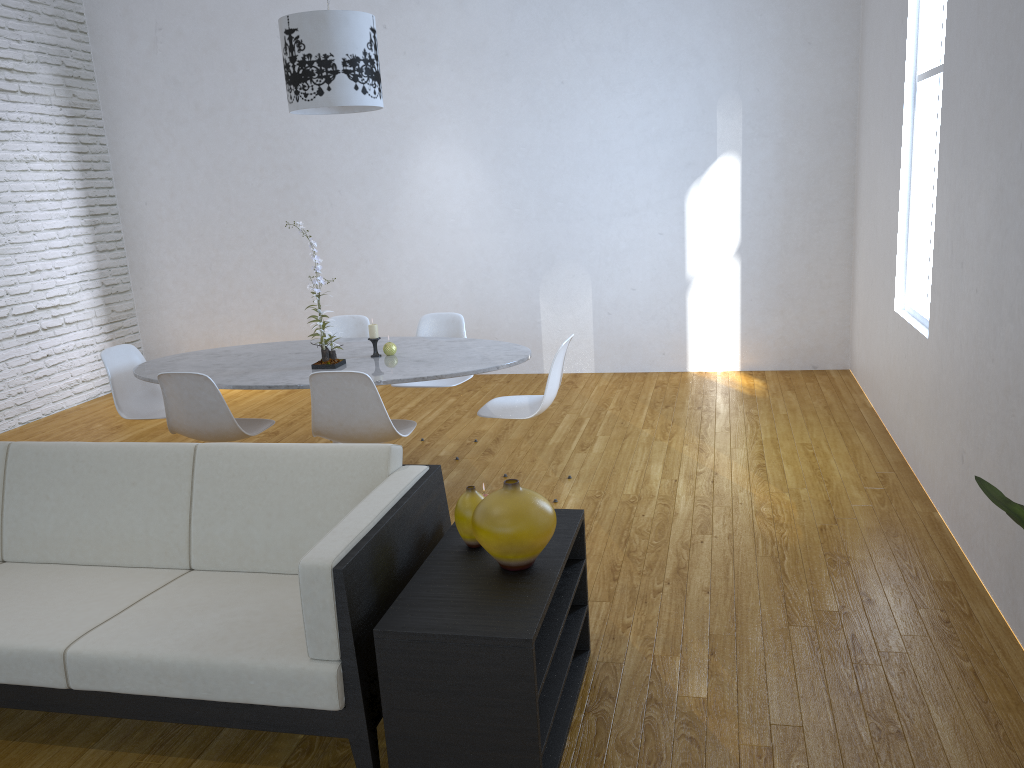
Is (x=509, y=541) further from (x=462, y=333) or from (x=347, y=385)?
(x=462, y=333)

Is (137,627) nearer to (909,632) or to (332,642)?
(332,642)

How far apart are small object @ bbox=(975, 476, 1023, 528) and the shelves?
0.9 meters

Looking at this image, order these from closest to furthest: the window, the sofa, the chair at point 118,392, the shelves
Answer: the shelves → the sofa → the window → the chair at point 118,392

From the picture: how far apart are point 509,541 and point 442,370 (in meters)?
1.69

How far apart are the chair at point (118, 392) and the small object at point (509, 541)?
2.7 meters

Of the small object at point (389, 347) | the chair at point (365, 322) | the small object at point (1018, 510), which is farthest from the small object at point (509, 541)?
the chair at point (365, 322)

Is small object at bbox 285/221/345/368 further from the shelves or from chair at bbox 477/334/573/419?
the shelves

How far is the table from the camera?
3.7m

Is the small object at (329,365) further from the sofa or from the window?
the window
